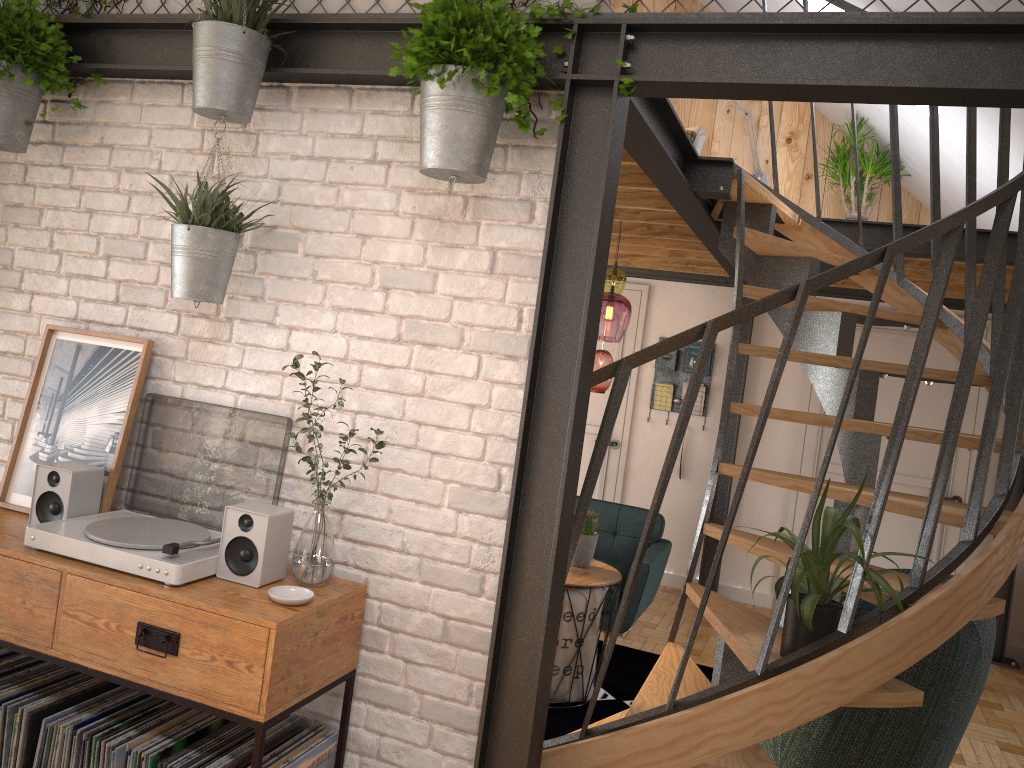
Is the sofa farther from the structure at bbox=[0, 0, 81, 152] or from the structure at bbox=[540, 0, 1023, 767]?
the structure at bbox=[0, 0, 81, 152]

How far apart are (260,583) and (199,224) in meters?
1.0 m

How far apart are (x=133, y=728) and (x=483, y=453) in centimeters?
116cm

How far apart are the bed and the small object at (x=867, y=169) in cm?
98

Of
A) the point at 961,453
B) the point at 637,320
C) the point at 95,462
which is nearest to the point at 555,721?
the point at 95,462

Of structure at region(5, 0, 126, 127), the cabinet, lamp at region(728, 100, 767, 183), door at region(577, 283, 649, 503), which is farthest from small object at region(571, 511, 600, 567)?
lamp at region(728, 100, 767, 183)

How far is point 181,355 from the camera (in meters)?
2.71

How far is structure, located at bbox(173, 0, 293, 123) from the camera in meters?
2.4 m

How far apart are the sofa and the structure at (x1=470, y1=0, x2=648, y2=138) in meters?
3.2 m

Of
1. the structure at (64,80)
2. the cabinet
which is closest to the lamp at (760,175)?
the structure at (64,80)
